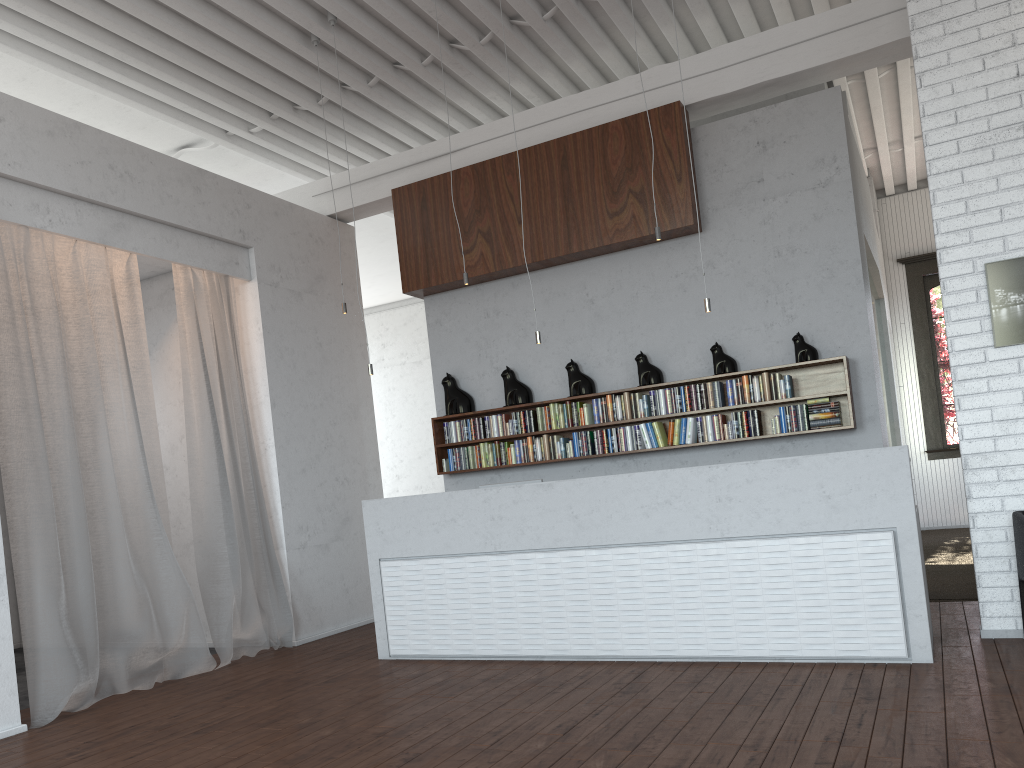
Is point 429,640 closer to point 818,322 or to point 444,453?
point 444,453
